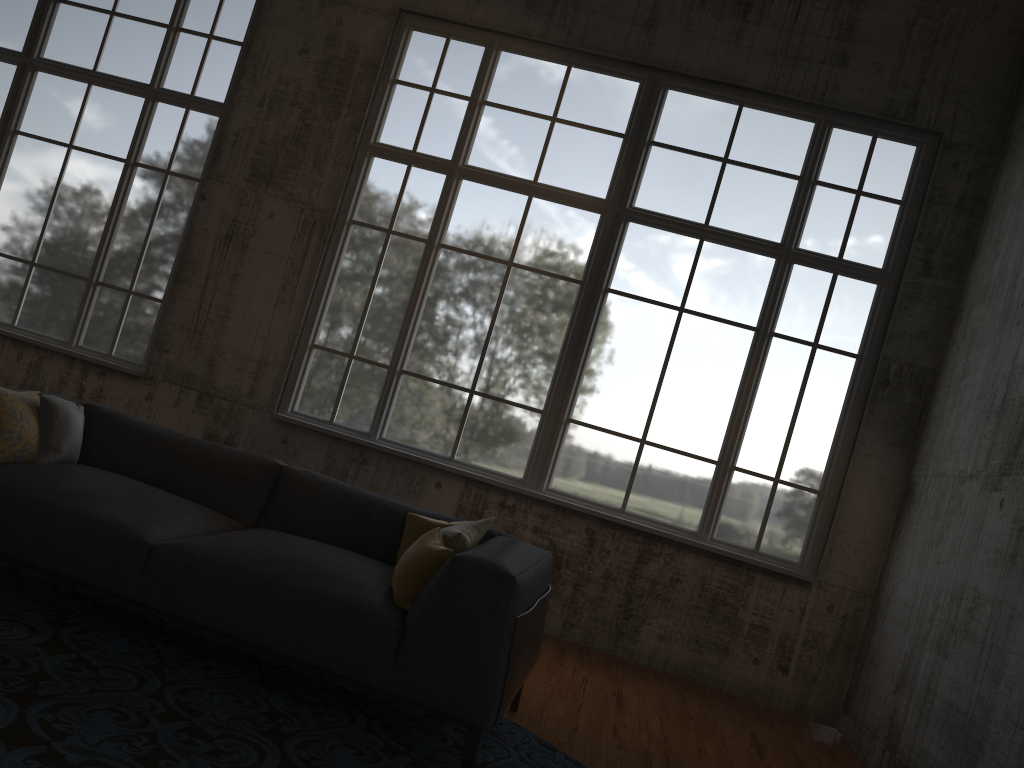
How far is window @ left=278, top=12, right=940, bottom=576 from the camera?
6.5 meters

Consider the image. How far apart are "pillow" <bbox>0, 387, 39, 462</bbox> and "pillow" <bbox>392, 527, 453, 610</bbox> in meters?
1.8

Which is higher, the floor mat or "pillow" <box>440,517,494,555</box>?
"pillow" <box>440,517,494,555</box>

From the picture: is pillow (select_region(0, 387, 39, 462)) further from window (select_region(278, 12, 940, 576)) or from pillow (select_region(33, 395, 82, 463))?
window (select_region(278, 12, 940, 576))

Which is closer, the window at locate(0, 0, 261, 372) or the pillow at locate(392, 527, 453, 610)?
the pillow at locate(392, 527, 453, 610)

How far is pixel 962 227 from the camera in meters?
6.4

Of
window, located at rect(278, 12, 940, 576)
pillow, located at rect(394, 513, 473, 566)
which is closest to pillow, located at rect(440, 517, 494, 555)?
pillow, located at rect(394, 513, 473, 566)

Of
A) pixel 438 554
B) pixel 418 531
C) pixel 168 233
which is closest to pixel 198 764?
pixel 438 554

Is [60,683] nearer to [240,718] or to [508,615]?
[240,718]

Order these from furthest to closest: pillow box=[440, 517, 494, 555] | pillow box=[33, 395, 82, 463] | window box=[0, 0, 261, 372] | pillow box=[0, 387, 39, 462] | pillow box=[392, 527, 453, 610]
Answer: window box=[0, 0, 261, 372], pillow box=[33, 395, 82, 463], pillow box=[0, 387, 39, 462], pillow box=[440, 517, 494, 555], pillow box=[392, 527, 453, 610]
